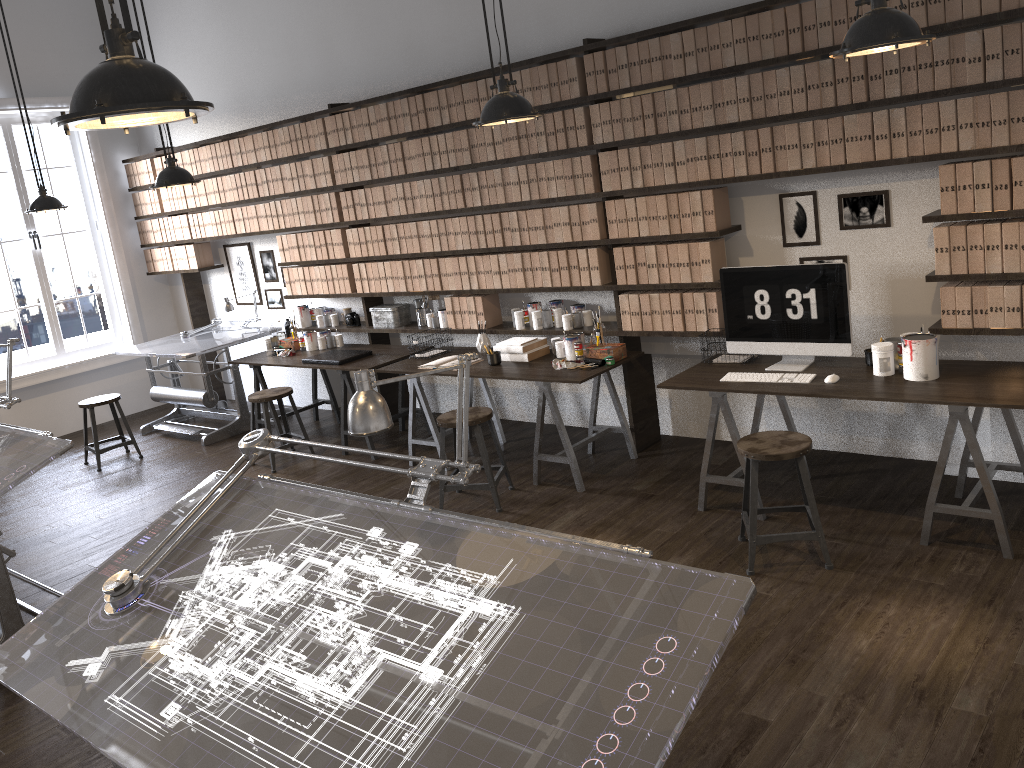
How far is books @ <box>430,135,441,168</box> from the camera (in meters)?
5.80

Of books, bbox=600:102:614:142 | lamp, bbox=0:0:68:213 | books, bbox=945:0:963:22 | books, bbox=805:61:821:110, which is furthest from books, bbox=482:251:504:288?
lamp, bbox=0:0:68:213

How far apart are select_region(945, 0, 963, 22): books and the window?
7.4 meters

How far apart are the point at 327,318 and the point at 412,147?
1.77m

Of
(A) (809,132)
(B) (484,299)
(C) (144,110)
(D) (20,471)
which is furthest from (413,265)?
(C) (144,110)

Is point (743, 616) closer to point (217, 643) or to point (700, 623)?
point (700, 623)

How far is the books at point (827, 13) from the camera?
4.0 meters

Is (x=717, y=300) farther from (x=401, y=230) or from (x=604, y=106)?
(x=401, y=230)

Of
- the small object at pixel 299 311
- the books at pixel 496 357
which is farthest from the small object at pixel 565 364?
the small object at pixel 299 311

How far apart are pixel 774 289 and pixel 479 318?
2.2m
